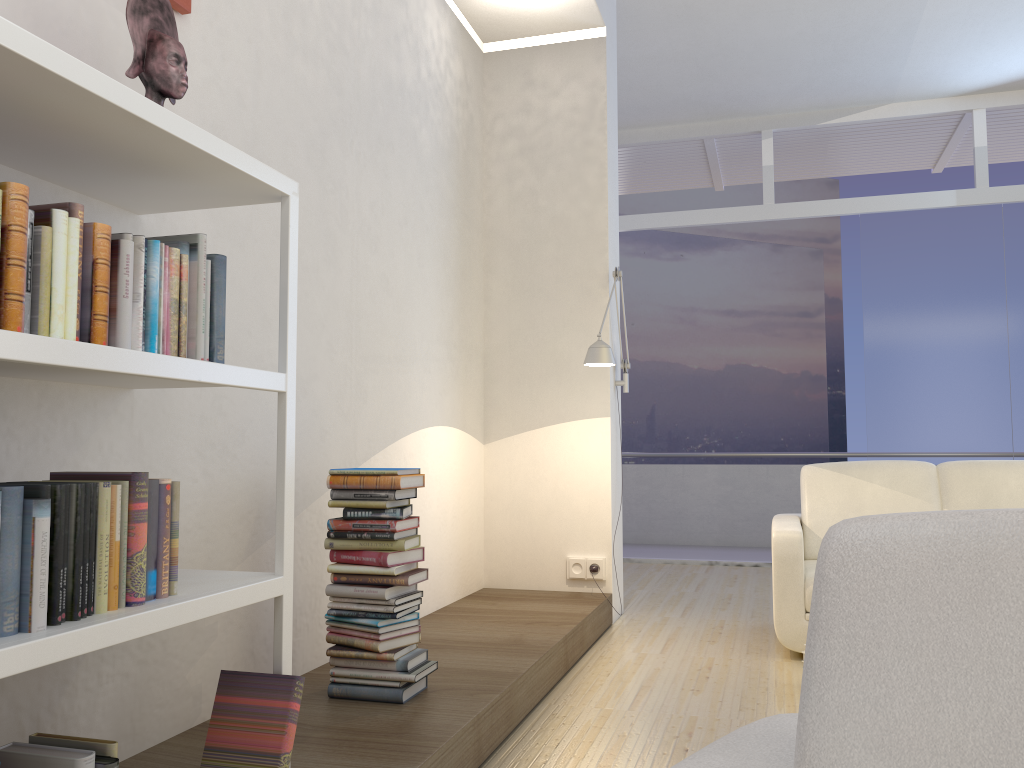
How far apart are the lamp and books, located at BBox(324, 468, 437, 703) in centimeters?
145cm

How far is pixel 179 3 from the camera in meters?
2.4 m

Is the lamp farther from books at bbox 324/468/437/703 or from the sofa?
books at bbox 324/468/437/703

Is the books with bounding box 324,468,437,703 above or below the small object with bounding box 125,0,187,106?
below

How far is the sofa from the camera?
3.9m

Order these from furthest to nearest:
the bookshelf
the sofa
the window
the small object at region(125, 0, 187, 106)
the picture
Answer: the window < the sofa < the picture < the small object at region(125, 0, 187, 106) < the bookshelf

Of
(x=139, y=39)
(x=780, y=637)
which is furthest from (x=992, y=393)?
(x=139, y=39)

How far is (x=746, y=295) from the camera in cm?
1309

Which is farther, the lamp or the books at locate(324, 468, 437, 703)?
the lamp

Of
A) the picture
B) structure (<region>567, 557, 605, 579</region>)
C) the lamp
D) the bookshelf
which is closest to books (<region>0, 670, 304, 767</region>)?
the bookshelf
